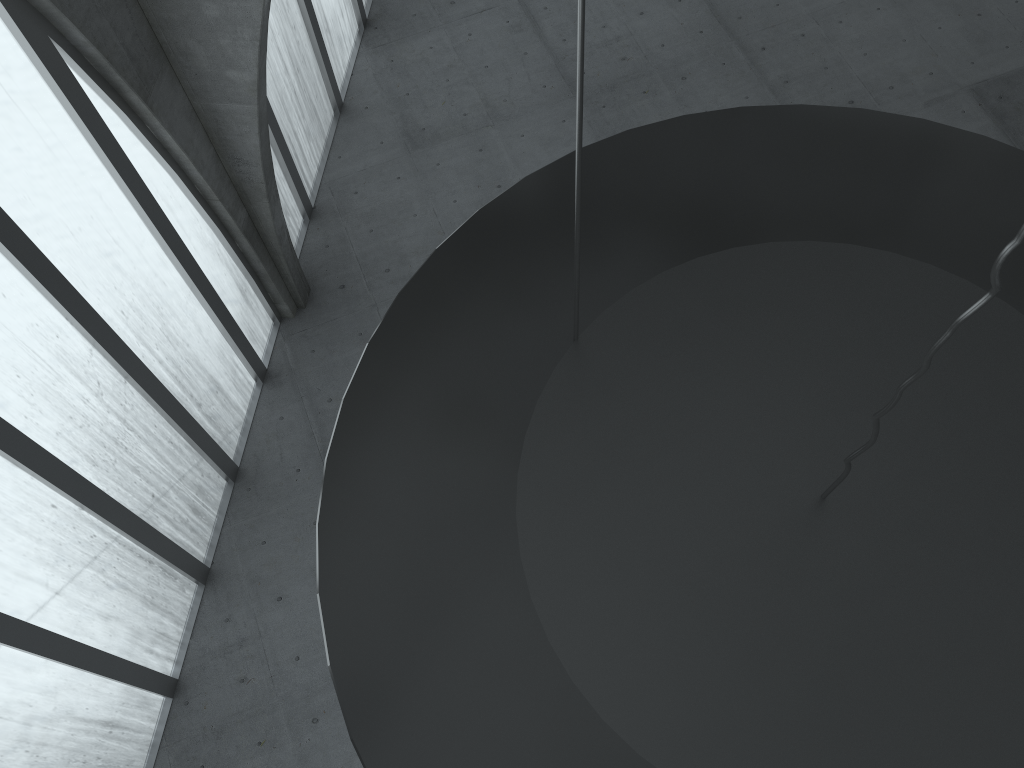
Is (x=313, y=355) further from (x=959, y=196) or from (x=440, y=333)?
(x=959, y=196)
